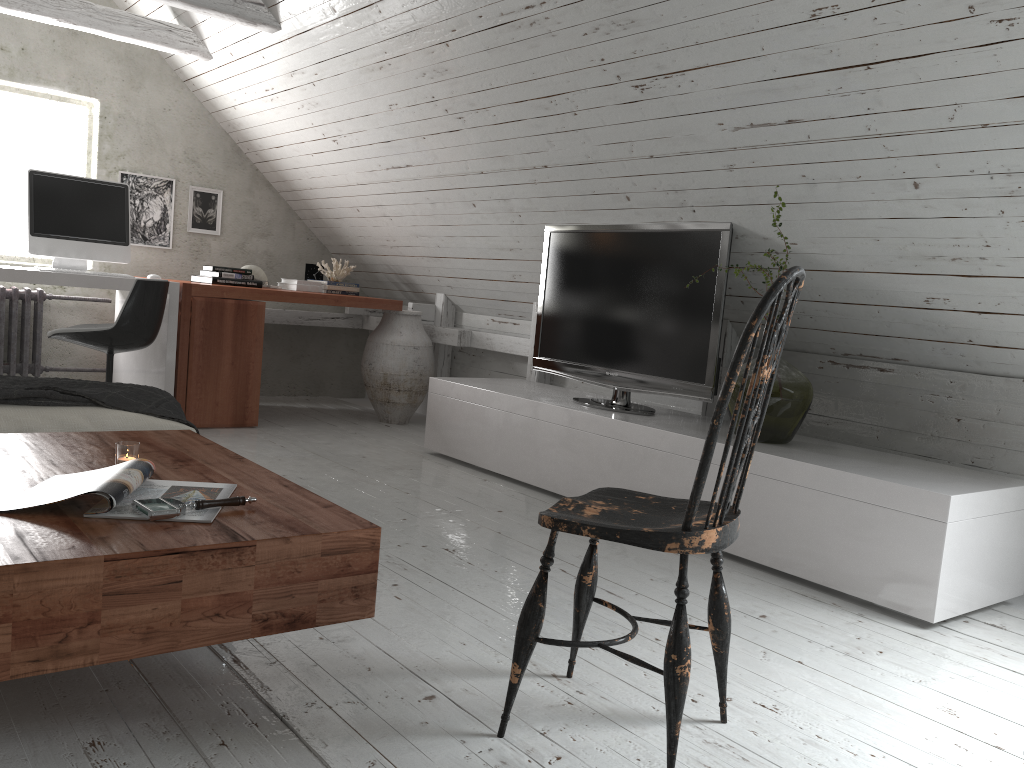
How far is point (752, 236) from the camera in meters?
3.3 m

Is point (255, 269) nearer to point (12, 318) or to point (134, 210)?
point (134, 210)

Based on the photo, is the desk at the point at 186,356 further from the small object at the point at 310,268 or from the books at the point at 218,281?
the small object at the point at 310,268

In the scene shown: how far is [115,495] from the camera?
1.6 meters

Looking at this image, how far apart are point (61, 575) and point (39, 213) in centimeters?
356cm

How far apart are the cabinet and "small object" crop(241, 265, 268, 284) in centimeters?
161cm

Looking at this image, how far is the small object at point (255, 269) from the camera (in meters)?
5.41

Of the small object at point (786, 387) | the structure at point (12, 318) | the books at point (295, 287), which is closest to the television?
the small object at point (786, 387)

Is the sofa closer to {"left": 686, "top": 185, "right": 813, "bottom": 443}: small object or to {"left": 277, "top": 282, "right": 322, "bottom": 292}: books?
{"left": 686, "top": 185, "right": 813, "bottom": 443}: small object

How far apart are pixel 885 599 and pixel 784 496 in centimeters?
44cm
